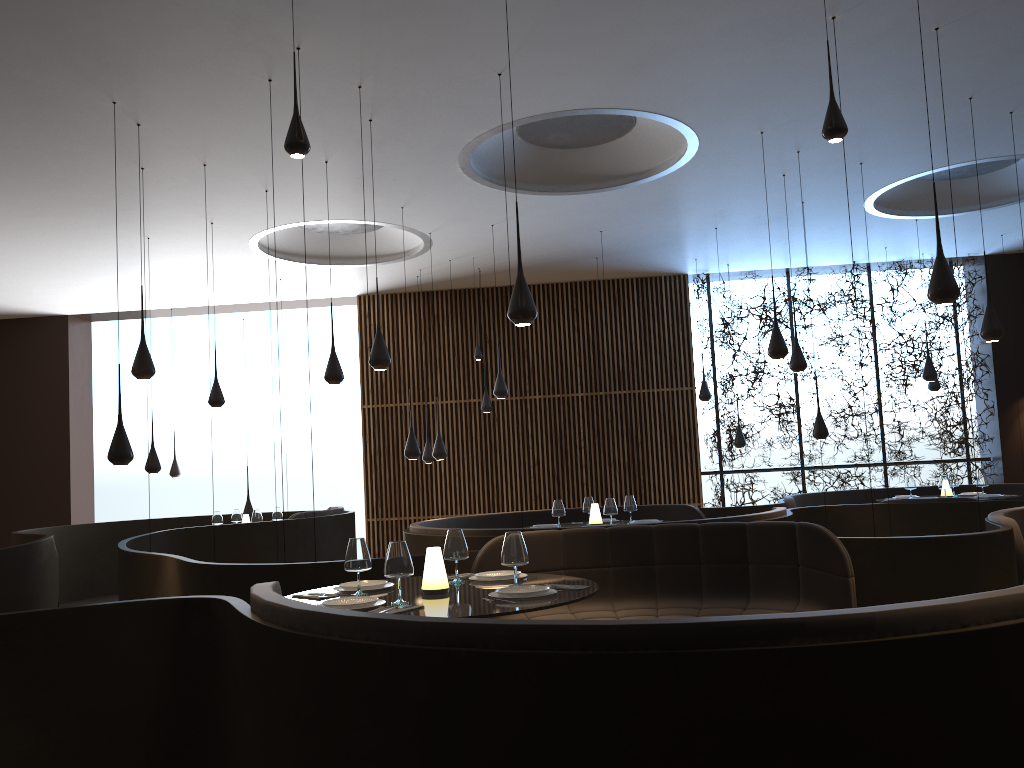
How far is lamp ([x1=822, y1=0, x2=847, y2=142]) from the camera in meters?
4.7 m

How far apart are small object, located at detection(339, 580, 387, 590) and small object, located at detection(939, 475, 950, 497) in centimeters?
853cm

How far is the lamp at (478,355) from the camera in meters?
12.9 m

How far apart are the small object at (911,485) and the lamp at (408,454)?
6.4m

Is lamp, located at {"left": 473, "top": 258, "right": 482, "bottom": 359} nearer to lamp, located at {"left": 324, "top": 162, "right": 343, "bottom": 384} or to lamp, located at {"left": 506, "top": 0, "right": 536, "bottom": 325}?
lamp, located at {"left": 324, "top": 162, "right": 343, "bottom": 384}

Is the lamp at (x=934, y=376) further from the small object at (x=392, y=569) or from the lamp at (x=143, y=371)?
the small object at (x=392, y=569)

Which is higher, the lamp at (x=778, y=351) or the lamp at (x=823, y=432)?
the lamp at (x=778, y=351)

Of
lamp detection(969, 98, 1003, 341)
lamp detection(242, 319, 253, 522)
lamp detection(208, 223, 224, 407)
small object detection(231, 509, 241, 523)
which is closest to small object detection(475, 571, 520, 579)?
lamp detection(969, 98, 1003, 341)

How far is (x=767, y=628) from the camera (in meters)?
2.53

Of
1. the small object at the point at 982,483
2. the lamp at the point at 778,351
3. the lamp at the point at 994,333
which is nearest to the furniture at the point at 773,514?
the lamp at the point at 778,351
